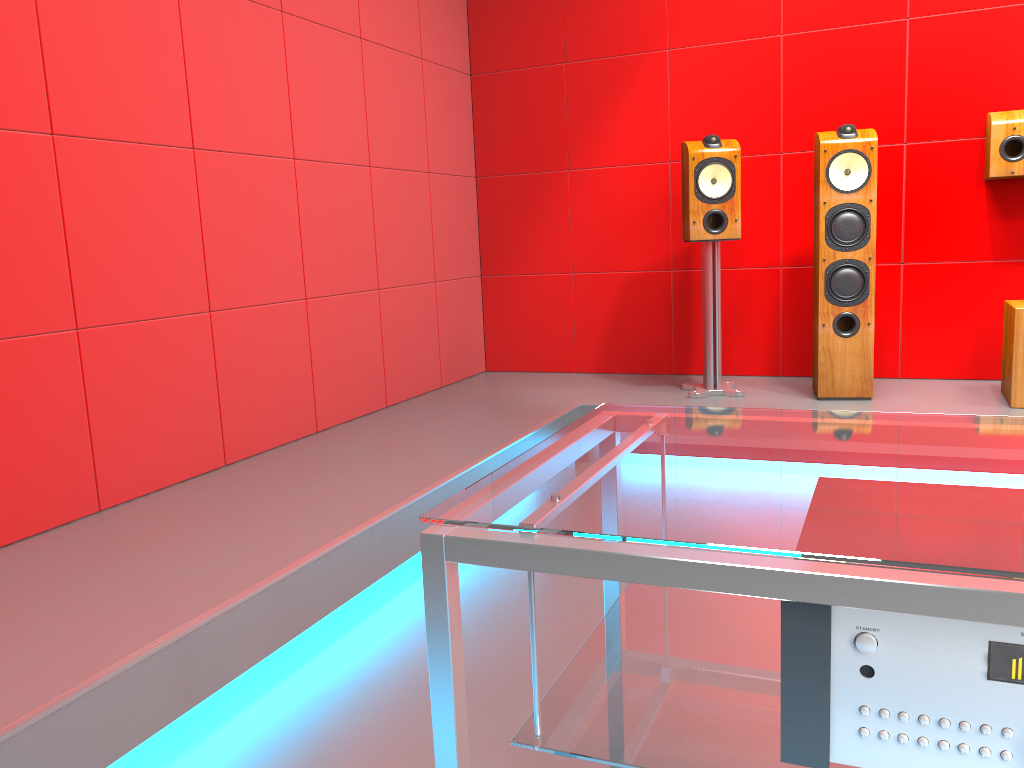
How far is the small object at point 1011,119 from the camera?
3.4 meters

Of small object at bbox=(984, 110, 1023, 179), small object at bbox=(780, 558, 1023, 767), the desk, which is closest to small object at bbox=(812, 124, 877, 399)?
small object at bbox=(984, 110, 1023, 179)

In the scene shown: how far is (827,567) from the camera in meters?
0.7 m

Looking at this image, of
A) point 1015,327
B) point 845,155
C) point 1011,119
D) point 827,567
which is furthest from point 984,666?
point 1011,119

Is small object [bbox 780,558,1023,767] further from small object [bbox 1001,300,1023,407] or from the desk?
small object [bbox 1001,300,1023,407]

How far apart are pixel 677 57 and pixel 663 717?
3.7 meters

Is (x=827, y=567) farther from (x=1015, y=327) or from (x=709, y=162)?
(x=709, y=162)

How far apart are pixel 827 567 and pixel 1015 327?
2.9m

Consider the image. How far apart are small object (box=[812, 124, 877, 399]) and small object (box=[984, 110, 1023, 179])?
0.45m

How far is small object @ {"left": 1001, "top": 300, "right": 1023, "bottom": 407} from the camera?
3.13m
